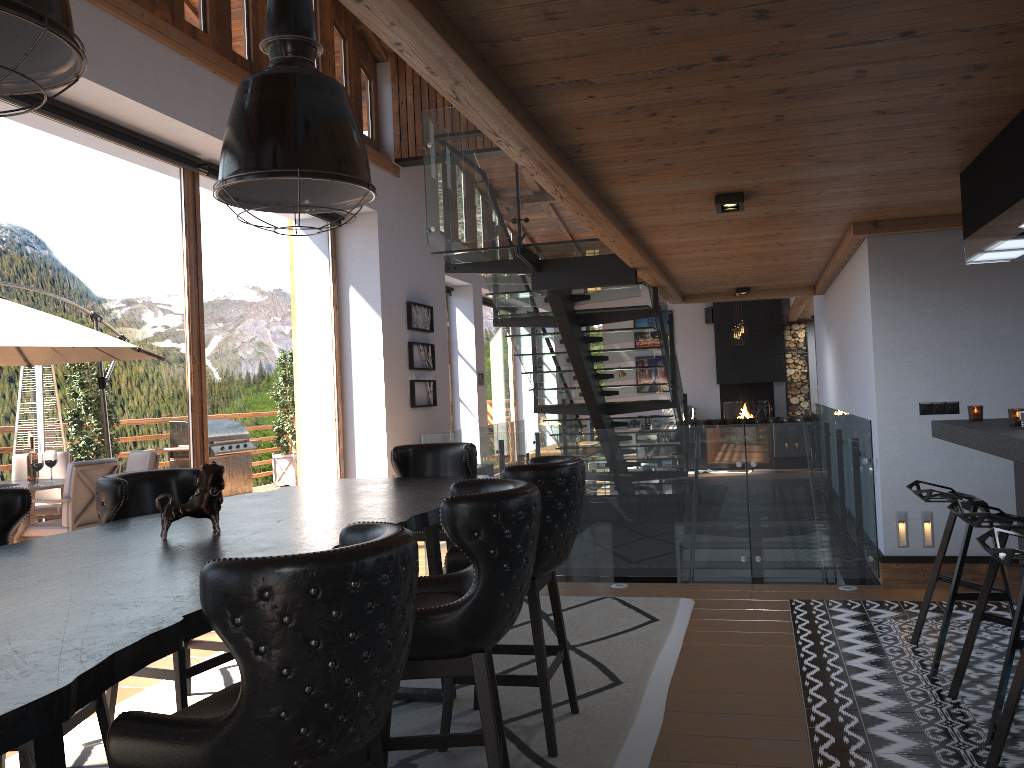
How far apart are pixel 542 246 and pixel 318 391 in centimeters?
416cm

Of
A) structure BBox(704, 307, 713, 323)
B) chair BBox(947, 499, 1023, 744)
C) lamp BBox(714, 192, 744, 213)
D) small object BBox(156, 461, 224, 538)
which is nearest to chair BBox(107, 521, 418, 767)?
small object BBox(156, 461, 224, 538)

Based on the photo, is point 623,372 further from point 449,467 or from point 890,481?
point 449,467

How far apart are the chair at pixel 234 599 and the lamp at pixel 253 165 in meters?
1.6 m

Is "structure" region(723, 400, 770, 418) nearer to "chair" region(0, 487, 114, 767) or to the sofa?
the sofa

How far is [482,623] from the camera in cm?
239

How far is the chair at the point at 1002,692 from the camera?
3.2m

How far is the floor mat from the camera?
3.3m

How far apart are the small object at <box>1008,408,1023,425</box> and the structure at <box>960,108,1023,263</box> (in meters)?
0.75

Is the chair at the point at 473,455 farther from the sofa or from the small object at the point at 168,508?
the sofa
